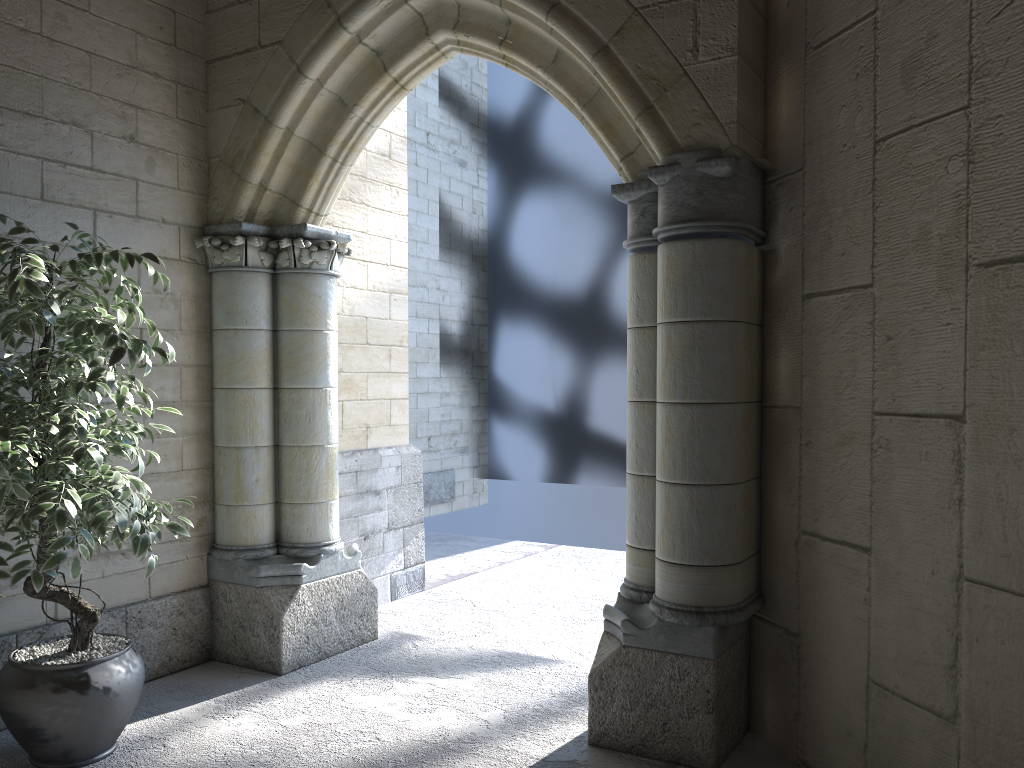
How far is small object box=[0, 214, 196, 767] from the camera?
2.32m

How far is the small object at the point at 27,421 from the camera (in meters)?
2.32

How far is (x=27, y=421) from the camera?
2.32m
